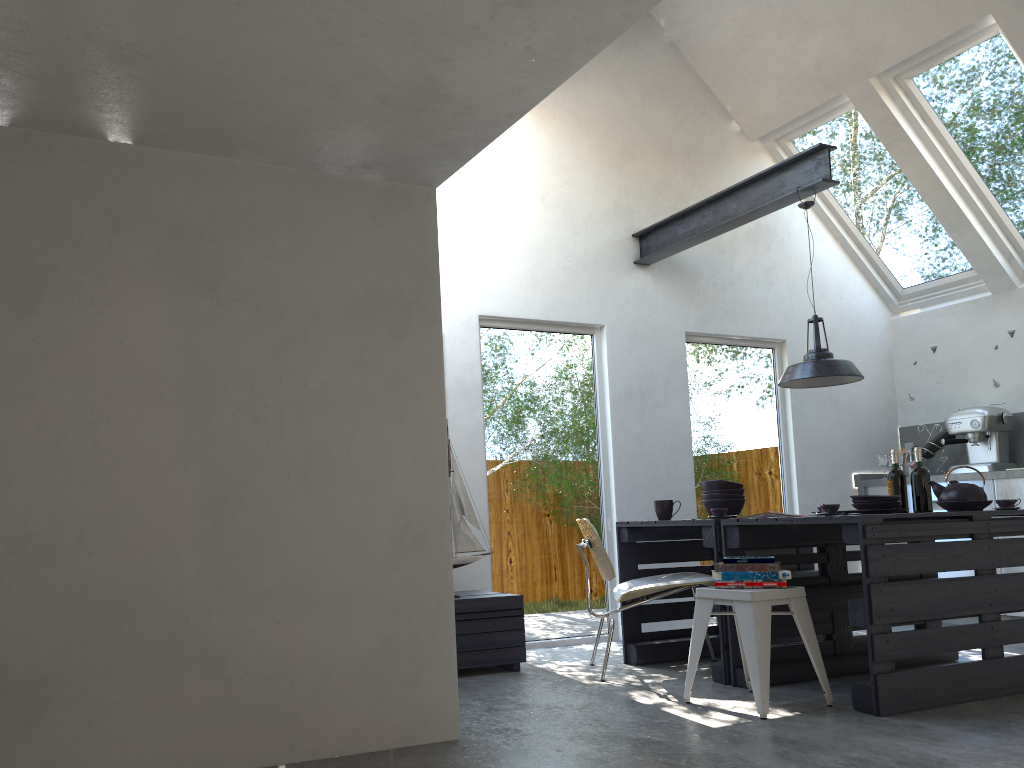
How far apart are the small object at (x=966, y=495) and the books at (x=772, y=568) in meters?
1.3 m

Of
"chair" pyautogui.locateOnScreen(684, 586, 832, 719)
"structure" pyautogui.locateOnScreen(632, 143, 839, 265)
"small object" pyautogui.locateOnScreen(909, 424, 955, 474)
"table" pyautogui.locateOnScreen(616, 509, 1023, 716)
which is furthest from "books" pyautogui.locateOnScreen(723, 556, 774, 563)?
"small object" pyautogui.locateOnScreen(909, 424, 955, 474)

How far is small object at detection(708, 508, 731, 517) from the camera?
4.6 meters

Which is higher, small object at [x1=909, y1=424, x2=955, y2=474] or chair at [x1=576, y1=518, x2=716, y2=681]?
small object at [x1=909, y1=424, x2=955, y2=474]

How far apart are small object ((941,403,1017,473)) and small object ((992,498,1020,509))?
2.23m

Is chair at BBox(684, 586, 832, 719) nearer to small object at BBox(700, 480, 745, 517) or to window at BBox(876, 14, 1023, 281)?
small object at BBox(700, 480, 745, 517)

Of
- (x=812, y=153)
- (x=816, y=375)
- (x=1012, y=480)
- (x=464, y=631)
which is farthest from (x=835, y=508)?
(x=1012, y=480)

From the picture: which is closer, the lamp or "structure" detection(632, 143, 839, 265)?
the lamp

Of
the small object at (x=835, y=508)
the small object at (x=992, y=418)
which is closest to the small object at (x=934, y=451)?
the small object at (x=992, y=418)

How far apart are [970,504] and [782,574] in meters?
1.2
